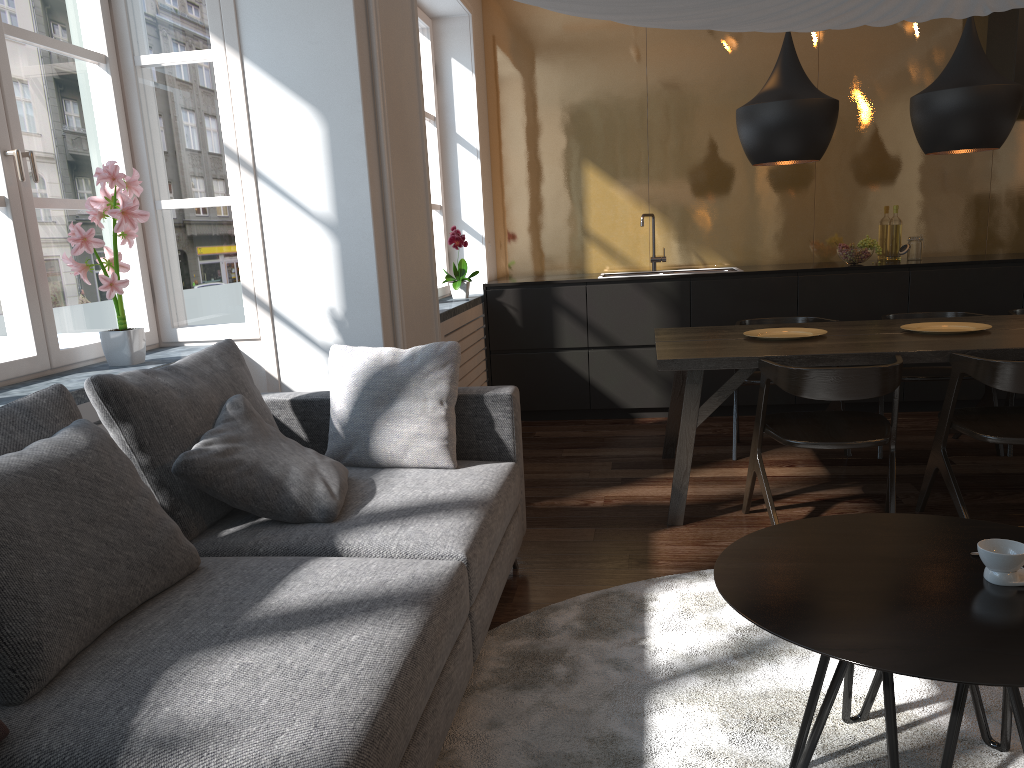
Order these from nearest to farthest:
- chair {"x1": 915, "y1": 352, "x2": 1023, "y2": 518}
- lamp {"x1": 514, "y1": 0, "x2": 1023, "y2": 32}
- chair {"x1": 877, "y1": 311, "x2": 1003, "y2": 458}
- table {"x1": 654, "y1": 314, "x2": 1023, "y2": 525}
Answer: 1. lamp {"x1": 514, "y1": 0, "x2": 1023, "y2": 32}
2. chair {"x1": 915, "y1": 352, "x2": 1023, "y2": 518}
3. table {"x1": 654, "y1": 314, "x2": 1023, "y2": 525}
4. chair {"x1": 877, "y1": 311, "x2": 1003, "y2": 458}

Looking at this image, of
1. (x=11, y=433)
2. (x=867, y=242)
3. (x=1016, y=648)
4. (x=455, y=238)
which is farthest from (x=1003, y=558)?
(x=867, y=242)

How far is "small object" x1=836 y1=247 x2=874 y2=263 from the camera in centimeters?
536cm

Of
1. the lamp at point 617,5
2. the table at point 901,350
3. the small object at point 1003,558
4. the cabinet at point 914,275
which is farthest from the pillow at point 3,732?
the cabinet at point 914,275

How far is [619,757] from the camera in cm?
197

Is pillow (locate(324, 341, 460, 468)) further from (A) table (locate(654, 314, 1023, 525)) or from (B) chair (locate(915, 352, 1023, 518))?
(B) chair (locate(915, 352, 1023, 518))

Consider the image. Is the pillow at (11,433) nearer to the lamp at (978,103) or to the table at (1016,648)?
the table at (1016,648)

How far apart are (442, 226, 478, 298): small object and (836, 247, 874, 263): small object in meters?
2.3 m

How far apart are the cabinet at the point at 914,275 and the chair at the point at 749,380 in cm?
59

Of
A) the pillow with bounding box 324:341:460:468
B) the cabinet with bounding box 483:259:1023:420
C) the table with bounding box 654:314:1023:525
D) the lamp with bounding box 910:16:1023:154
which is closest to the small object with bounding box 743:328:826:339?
the table with bounding box 654:314:1023:525
